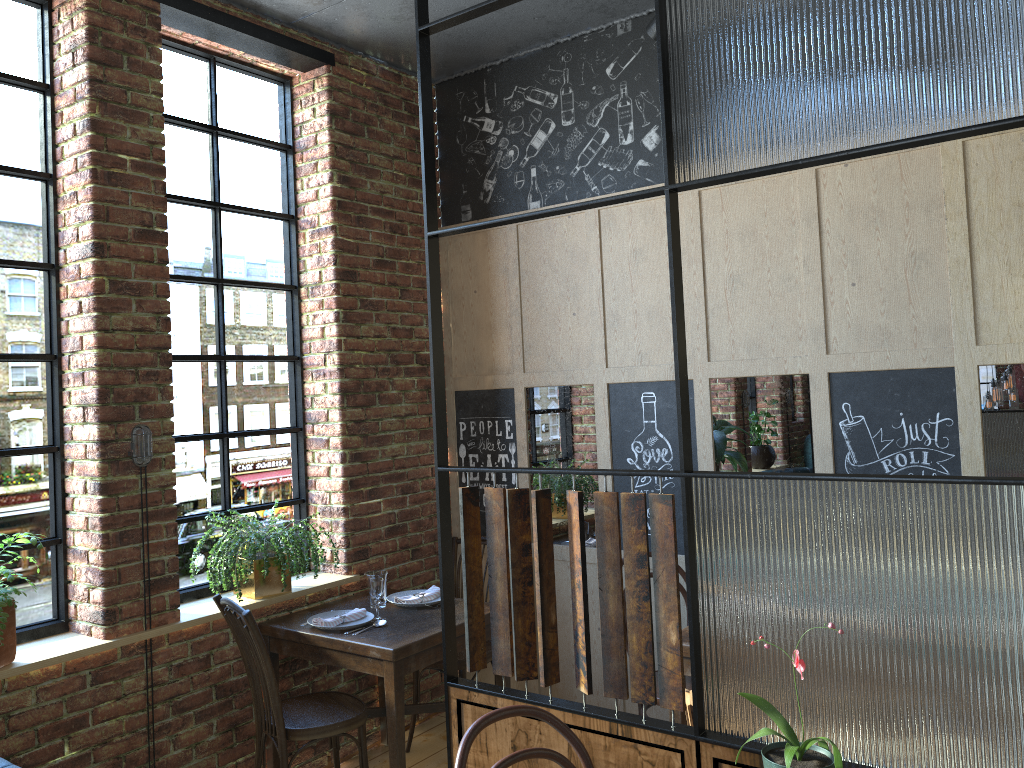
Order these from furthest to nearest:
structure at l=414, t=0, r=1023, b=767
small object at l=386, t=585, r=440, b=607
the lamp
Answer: small object at l=386, t=585, r=440, b=607, the lamp, structure at l=414, t=0, r=1023, b=767

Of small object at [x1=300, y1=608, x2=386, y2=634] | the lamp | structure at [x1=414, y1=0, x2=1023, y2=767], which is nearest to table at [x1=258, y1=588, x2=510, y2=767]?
small object at [x1=300, y1=608, x2=386, y2=634]

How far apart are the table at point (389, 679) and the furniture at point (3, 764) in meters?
1.4 m

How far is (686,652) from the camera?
3.1m

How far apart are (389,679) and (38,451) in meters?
1.5 m

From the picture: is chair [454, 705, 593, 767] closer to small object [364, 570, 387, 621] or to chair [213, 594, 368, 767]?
chair [213, 594, 368, 767]

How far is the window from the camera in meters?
3.1 m

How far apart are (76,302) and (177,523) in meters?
0.9

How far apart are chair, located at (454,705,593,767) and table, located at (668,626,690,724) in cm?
118

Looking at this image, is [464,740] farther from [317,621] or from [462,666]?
[462,666]
